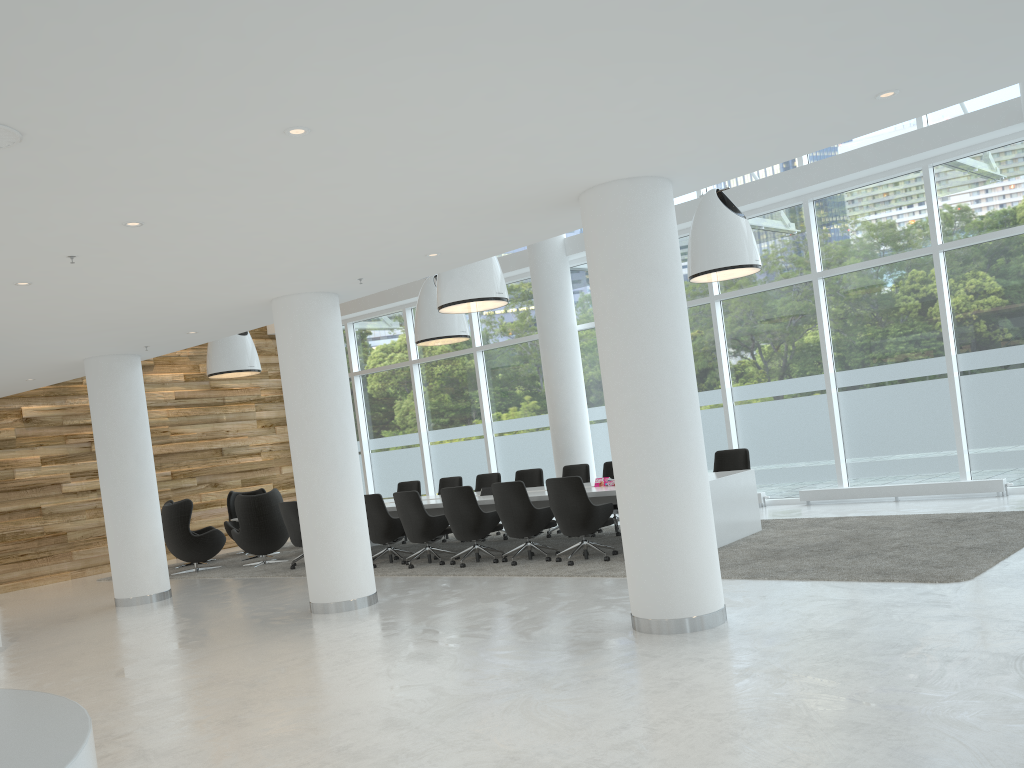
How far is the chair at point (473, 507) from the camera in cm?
1044

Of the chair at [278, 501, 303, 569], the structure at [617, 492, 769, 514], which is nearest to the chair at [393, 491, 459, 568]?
the chair at [278, 501, 303, 569]

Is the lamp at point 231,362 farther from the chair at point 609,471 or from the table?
the chair at point 609,471

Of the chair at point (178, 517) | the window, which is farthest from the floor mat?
the window

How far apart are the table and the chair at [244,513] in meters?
1.9 m

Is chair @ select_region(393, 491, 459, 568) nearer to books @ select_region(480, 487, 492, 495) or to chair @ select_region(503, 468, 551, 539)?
books @ select_region(480, 487, 492, 495)

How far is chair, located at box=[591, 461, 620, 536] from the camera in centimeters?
1217cm

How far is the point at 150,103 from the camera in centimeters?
385cm

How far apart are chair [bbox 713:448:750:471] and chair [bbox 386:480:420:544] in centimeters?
526cm

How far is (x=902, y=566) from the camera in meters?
7.2
